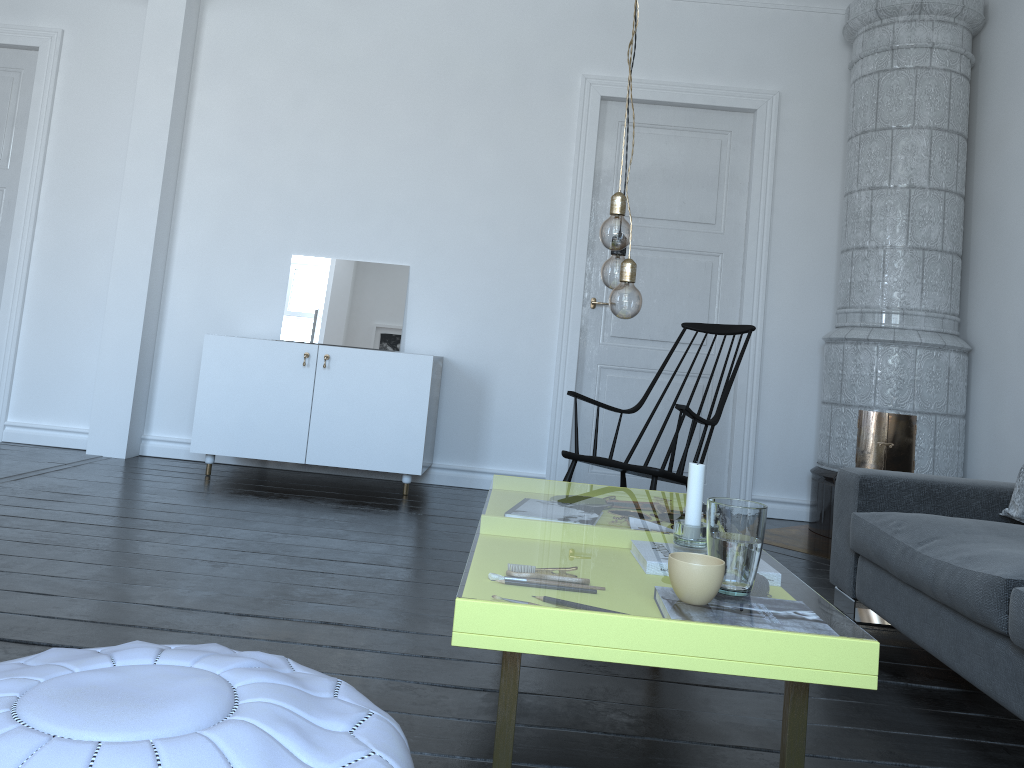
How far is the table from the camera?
1.28m

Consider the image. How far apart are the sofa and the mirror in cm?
273

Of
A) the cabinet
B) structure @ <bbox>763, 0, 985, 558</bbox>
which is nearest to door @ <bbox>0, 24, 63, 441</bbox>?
the cabinet

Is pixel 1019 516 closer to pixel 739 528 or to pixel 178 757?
pixel 739 528

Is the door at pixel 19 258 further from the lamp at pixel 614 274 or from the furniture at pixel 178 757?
the furniture at pixel 178 757

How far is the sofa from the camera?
2.0 meters

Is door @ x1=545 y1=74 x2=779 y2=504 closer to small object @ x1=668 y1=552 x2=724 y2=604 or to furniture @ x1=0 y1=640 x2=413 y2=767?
small object @ x1=668 y1=552 x2=724 y2=604

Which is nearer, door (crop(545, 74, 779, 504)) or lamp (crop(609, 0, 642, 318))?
lamp (crop(609, 0, 642, 318))

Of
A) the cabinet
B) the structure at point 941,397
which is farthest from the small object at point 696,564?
the cabinet

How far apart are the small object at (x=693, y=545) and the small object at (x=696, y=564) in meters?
0.4
